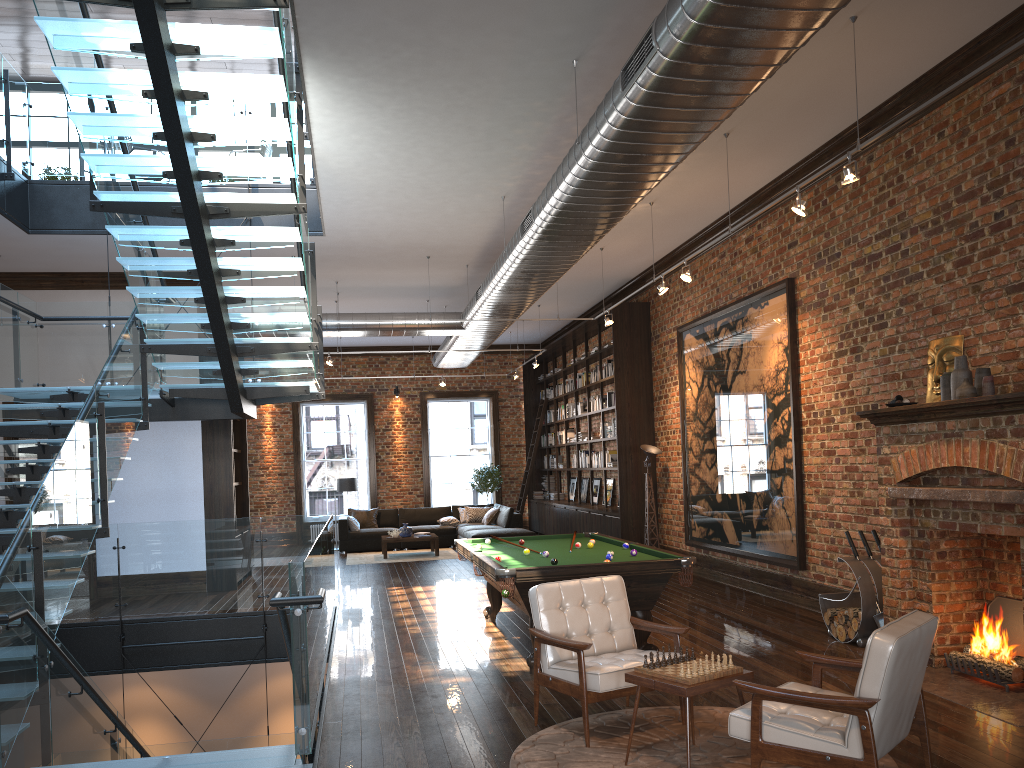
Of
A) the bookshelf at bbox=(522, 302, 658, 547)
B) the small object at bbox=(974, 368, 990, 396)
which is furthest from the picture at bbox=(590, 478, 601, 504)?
the small object at bbox=(974, 368, 990, 396)

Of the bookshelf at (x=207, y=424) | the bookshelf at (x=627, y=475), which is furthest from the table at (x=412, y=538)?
the bookshelf at (x=207, y=424)

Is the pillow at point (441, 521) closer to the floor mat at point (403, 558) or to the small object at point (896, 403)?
the floor mat at point (403, 558)

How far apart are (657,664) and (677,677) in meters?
0.2 m

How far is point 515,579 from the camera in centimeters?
646cm

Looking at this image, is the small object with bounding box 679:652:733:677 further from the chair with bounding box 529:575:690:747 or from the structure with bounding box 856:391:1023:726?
the structure with bounding box 856:391:1023:726

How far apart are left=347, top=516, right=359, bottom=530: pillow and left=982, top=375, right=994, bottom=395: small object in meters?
13.2 m

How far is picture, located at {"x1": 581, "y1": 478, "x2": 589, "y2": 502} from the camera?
17.5 meters

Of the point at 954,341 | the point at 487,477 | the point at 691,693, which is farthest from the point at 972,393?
the point at 487,477

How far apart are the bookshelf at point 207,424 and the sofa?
3.4 meters
